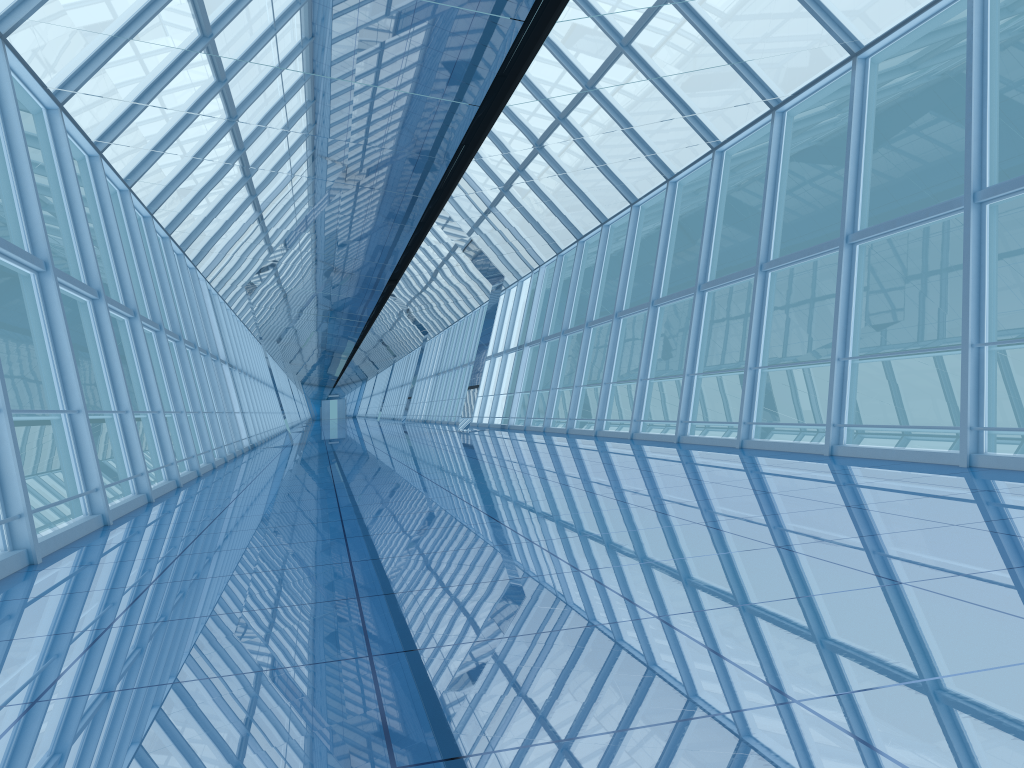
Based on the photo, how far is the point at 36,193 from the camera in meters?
7.8 m

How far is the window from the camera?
7.8 meters

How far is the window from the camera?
7.77m
